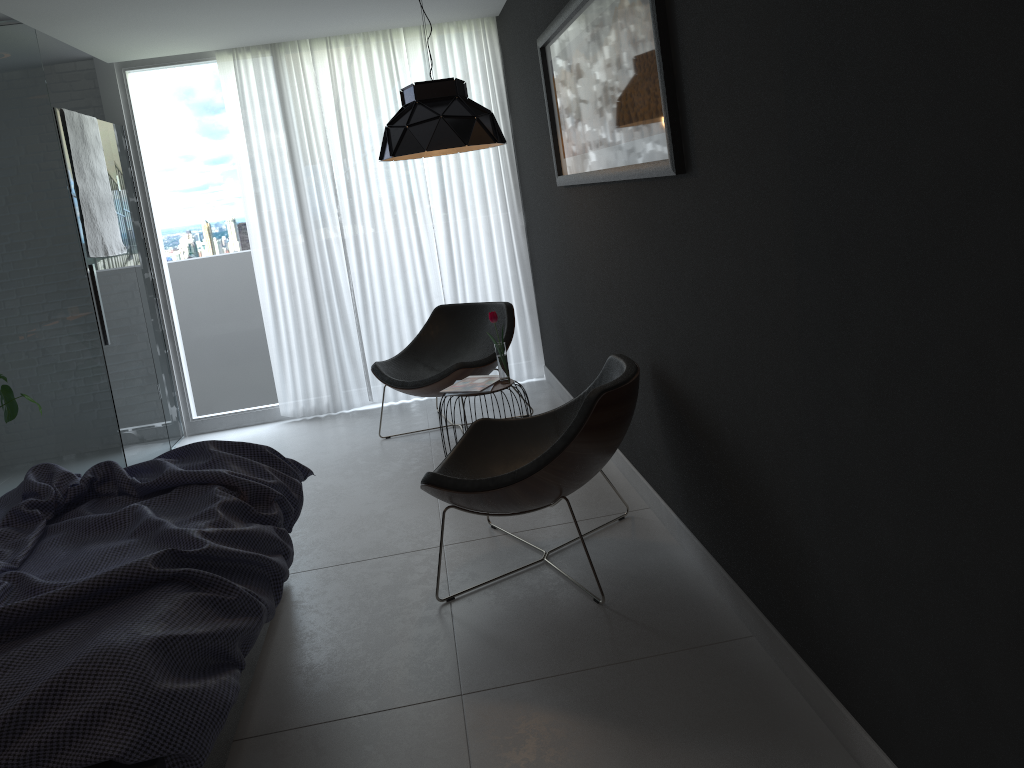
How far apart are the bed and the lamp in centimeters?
143cm

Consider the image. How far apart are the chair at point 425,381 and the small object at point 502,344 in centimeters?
61cm

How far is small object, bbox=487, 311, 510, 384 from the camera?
4.2 meters

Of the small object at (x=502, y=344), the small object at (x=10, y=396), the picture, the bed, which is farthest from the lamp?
the small object at (x=10, y=396)

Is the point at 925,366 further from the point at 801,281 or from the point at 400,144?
the point at 400,144

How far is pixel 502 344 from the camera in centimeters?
422cm

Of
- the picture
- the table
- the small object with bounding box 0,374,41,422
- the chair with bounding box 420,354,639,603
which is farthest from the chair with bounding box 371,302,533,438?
the small object with bounding box 0,374,41,422

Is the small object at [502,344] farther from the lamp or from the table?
the lamp

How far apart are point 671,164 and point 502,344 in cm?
185

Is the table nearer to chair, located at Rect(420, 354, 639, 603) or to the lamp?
chair, located at Rect(420, 354, 639, 603)
